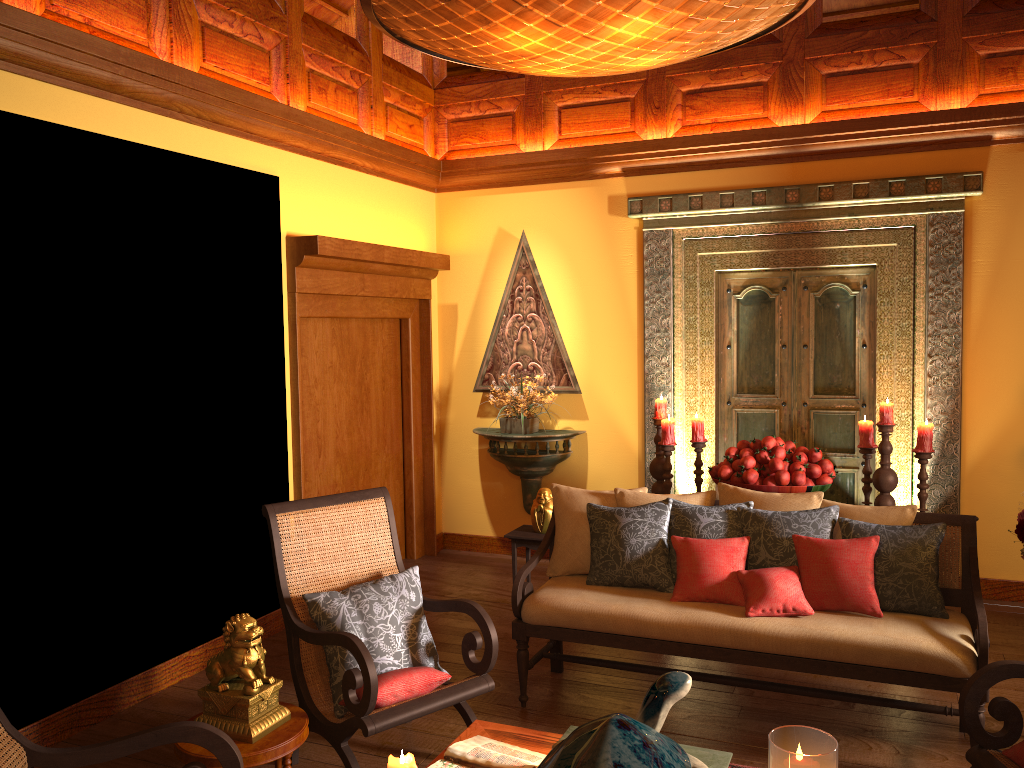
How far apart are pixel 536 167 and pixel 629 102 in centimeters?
76cm

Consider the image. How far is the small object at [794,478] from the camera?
4.62m

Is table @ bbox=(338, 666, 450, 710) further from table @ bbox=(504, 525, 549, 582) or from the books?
table @ bbox=(504, 525, 549, 582)

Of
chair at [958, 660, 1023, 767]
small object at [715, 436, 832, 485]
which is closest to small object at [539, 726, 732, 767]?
chair at [958, 660, 1023, 767]

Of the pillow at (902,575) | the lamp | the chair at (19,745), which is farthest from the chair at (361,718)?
the lamp

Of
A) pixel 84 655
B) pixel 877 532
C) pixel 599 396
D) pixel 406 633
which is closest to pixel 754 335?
pixel 599 396

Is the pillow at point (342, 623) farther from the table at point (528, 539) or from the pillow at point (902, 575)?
the table at point (528, 539)

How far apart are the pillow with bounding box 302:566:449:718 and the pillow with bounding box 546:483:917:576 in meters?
0.8

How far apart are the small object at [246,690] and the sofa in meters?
1.2

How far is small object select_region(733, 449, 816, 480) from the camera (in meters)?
4.80
